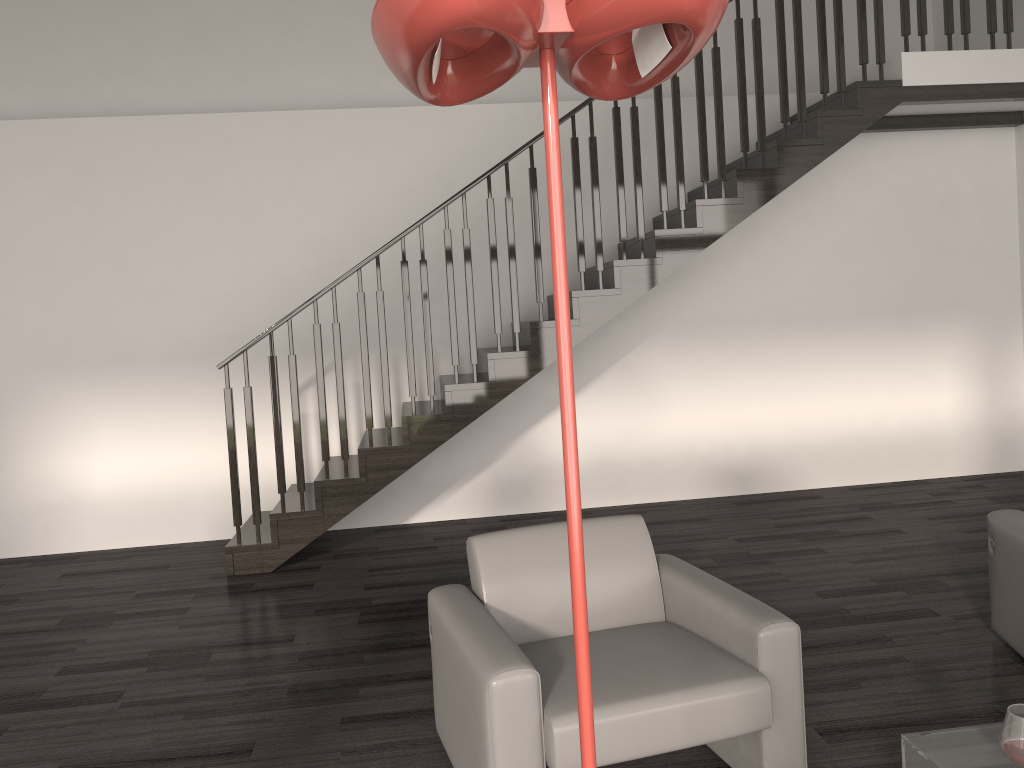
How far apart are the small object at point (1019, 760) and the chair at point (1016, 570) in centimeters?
151cm

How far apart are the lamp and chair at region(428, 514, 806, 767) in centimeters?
143cm

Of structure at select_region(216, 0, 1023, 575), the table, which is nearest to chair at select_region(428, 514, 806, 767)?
the table

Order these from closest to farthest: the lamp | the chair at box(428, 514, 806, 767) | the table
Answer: the lamp → the table → the chair at box(428, 514, 806, 767)

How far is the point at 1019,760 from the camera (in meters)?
1.96

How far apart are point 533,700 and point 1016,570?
2.1m

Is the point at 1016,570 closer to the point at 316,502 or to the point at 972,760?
the point at 972,760

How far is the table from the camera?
2.1 meters

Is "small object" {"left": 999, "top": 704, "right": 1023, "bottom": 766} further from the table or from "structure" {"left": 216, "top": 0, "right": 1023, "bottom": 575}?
"structure" {"left": 216, "top": 0, "right": 1023, "bottom": 575}

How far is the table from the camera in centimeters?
210cm
